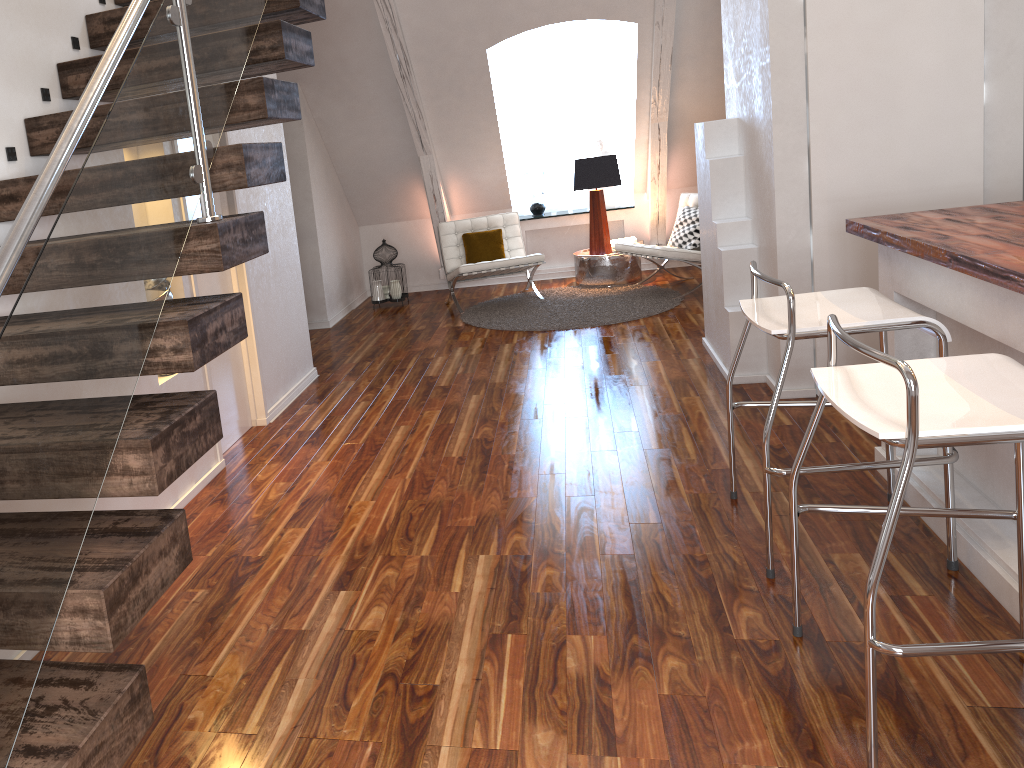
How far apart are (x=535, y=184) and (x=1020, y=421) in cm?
631

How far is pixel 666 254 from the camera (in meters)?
6.13

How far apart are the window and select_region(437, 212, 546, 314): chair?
1.0 meters

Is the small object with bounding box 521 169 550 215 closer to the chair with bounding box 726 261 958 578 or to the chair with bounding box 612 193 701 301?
the chair with bounding box 612 193 701 301

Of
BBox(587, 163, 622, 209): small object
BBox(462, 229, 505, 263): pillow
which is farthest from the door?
BBox(587, 163, 622, 209): small object

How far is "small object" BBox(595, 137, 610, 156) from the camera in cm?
746

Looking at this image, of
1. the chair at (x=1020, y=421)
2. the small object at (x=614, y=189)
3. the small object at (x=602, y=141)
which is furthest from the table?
the chair at (x=1020, y=421)

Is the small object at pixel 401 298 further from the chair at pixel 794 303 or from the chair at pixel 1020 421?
the chair at pixel 1020 421

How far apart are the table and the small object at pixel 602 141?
0.9 meters

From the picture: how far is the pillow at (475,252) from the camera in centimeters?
678cm
